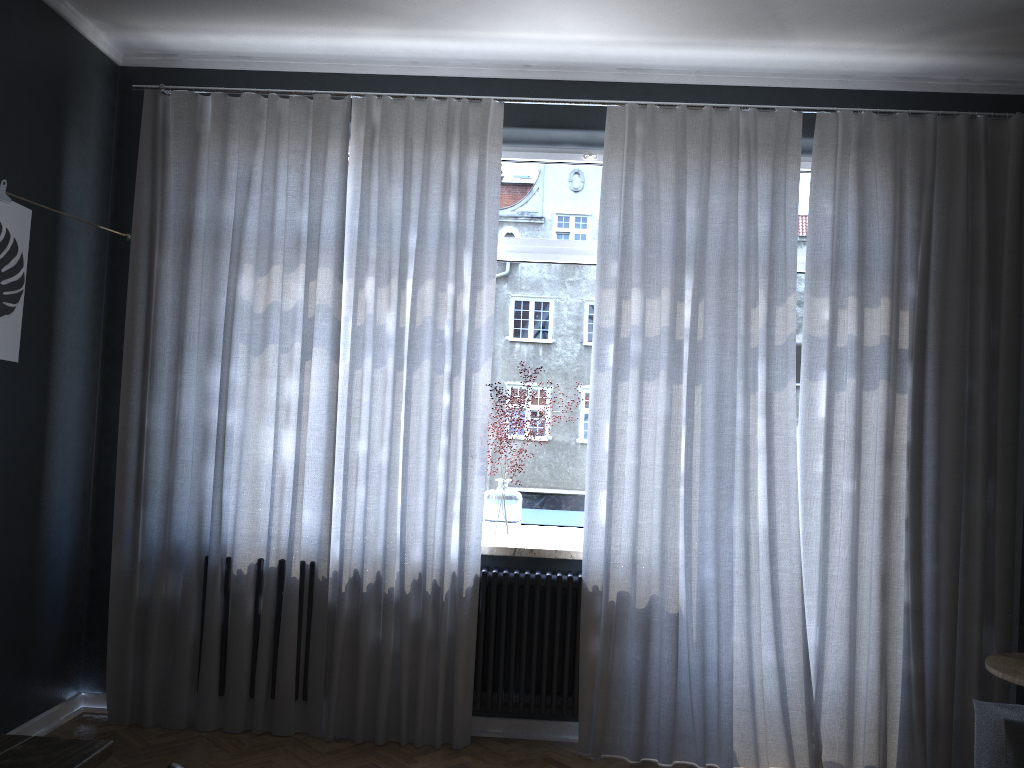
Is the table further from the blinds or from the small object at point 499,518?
the small object at point 499,518

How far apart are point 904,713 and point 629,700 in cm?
114

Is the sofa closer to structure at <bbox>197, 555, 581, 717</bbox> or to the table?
structure at <bbox>197, 555, 581, 717</bbox>

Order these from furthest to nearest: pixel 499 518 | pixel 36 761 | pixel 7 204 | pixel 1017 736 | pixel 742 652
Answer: pixel 499 518, pixel 742 652, pixel 7 204, pixel 1017 736, pixel 36 761

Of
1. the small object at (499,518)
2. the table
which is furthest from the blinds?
the table

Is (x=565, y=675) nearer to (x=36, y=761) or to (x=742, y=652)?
(x=742, y=652)

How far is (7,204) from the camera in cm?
315

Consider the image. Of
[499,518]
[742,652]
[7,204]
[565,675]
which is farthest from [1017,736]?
[7,204]

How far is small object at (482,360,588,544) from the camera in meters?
3.9 m

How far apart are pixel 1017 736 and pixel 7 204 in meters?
3.7
